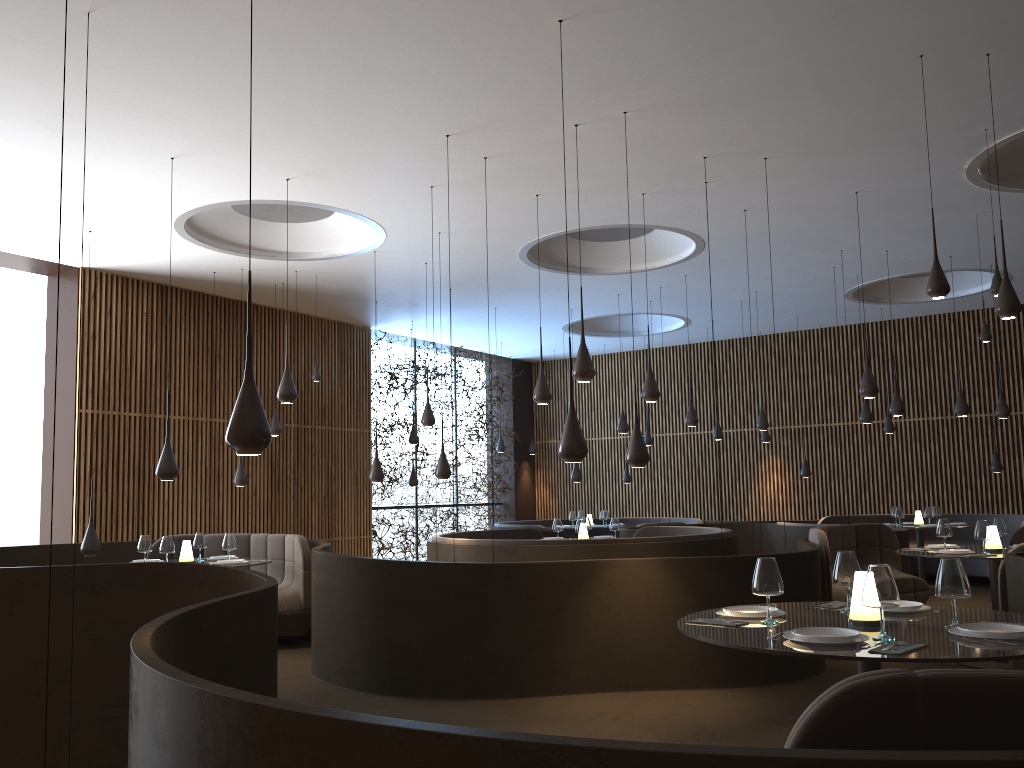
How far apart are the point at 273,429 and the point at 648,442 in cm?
797

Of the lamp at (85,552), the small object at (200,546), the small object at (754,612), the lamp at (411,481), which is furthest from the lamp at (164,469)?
the lamp at (411,481)

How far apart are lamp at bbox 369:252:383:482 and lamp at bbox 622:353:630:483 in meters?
8.5

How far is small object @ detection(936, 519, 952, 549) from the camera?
8.4m

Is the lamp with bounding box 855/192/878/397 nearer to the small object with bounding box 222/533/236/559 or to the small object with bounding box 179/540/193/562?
the small object with bounding box 222/533/236/559

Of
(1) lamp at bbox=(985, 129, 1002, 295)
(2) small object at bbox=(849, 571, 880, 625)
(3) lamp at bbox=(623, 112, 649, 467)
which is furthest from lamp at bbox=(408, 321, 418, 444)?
(2) small object at bbox=(849, 571, 880, 625)

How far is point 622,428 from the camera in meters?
13.9

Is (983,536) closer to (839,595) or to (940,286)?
(839,595)

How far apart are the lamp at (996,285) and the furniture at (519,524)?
10.0 meters

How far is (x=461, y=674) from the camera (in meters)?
7.02
